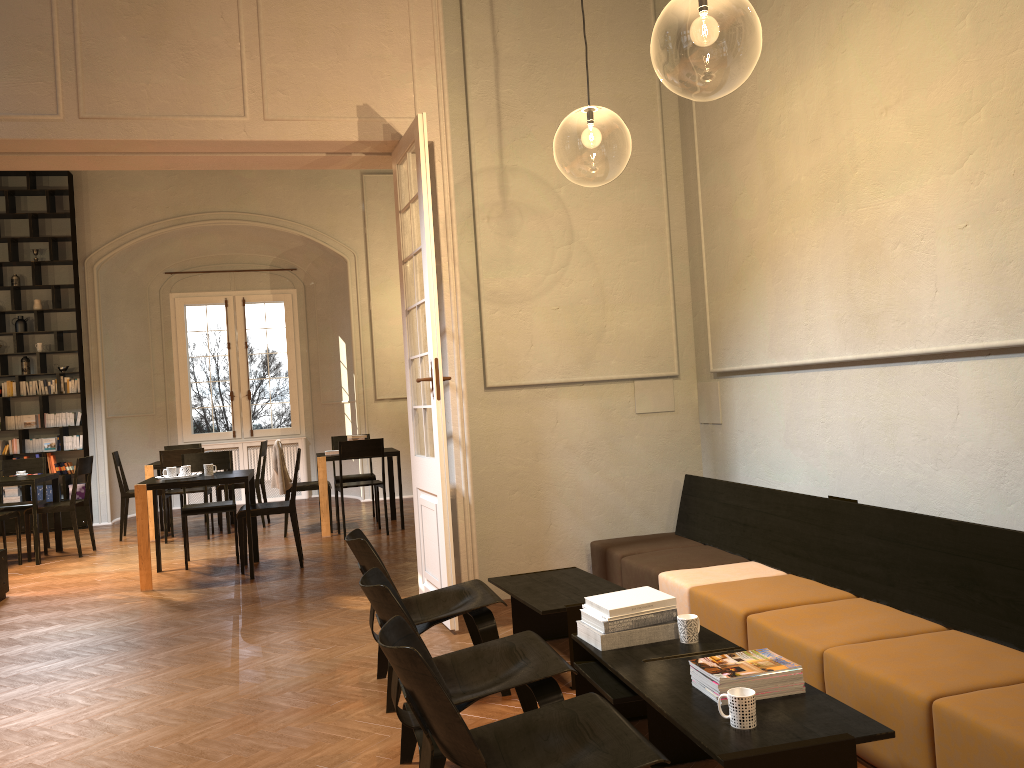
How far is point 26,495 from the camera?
12.0 meters

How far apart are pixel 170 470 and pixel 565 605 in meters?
4.9

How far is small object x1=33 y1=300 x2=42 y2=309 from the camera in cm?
1214

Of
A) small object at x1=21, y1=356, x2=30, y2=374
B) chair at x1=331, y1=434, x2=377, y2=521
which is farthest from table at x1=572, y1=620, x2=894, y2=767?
small object at x1=21, y1=356, x2=30, y2=374

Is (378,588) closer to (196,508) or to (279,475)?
(196,508)

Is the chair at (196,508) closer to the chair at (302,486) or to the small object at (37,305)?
the chair at (302,486)

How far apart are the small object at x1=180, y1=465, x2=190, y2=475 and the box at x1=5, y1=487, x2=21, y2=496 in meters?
5.5 m

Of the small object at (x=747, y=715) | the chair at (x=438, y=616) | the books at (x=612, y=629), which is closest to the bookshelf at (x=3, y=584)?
the chair at (x=438, y=616)

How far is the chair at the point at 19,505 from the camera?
10.0 meters

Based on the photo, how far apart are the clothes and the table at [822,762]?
6.76m
